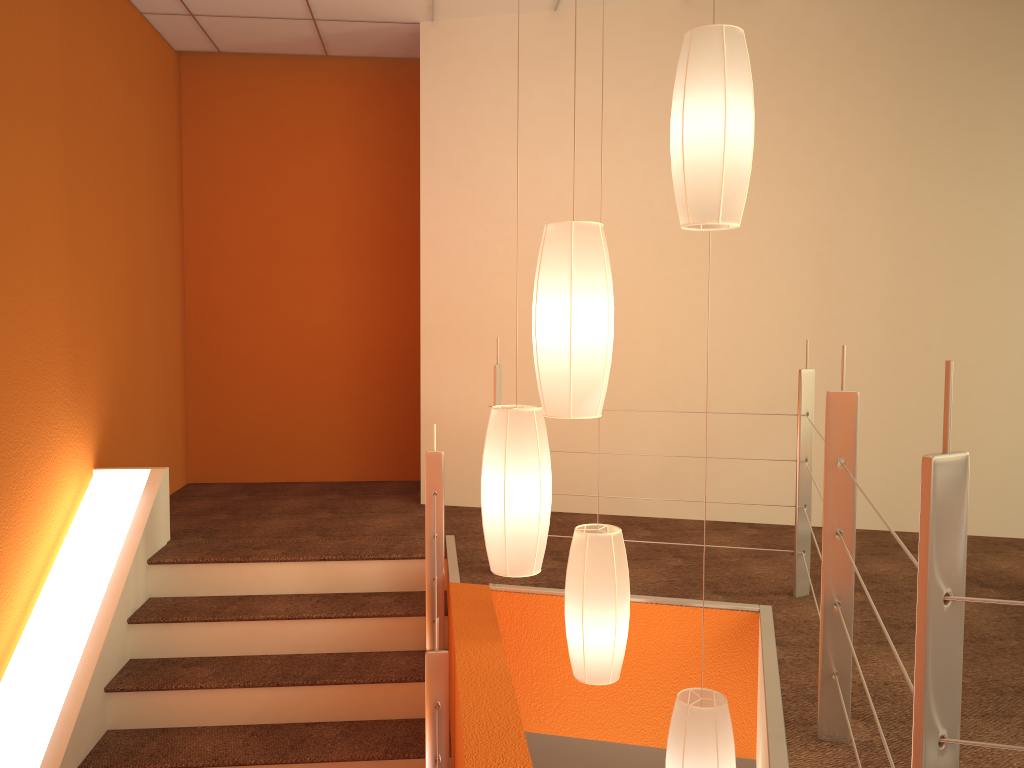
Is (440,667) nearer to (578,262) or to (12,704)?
(578,262)

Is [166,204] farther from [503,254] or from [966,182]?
[966,182]

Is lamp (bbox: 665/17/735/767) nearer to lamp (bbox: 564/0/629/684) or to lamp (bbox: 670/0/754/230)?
lamp (bbox: 564/0/629/684)

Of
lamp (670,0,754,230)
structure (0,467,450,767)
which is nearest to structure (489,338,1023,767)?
lamp (670,0,754,230)

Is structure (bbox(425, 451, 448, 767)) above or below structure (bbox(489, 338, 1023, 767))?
below

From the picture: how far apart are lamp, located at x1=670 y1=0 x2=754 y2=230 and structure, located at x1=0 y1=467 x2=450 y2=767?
1.92m

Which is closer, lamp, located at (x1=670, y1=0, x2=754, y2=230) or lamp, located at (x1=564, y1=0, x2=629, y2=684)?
lamp, located at (x1=670, y1=0, x2=754, y2=230)

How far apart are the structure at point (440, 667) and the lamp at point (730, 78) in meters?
1.4

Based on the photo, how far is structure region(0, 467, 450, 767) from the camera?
2.9m

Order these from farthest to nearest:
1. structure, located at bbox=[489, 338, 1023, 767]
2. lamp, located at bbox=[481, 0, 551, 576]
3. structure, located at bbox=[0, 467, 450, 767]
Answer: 1. structure, located at bbox=[0, 467, 450, 767]
2. lamp, located at bbox=[481, 0, 551, 576]
3. structure, located at bbox=[489, 338, 1023, 767]
